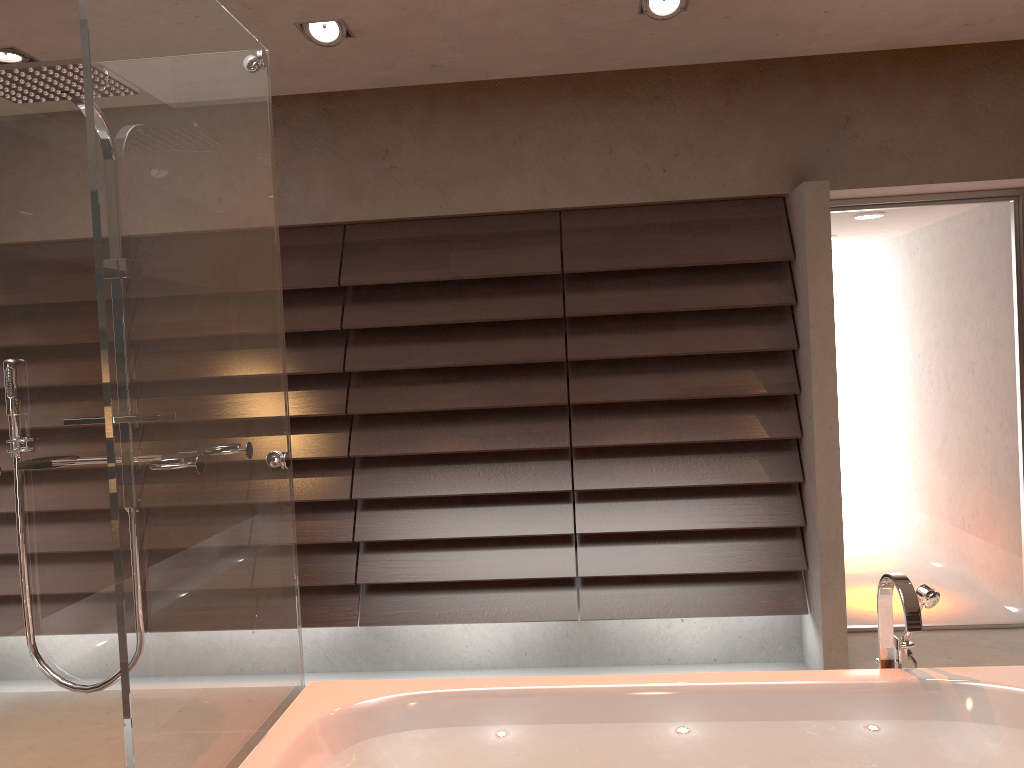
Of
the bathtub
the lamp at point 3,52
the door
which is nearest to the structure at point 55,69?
the bathtub

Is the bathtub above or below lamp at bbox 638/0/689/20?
below

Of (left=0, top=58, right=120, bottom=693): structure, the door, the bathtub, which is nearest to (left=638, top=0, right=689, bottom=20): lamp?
the door

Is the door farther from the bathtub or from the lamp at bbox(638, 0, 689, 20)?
the bathtub

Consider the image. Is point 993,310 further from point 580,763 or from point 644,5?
point 580,763

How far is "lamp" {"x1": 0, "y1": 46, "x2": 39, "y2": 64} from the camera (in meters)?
3.07

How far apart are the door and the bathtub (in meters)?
1.86

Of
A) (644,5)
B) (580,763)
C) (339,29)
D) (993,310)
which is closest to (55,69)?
(339,29)

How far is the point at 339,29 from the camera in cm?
302

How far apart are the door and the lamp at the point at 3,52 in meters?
3.3
